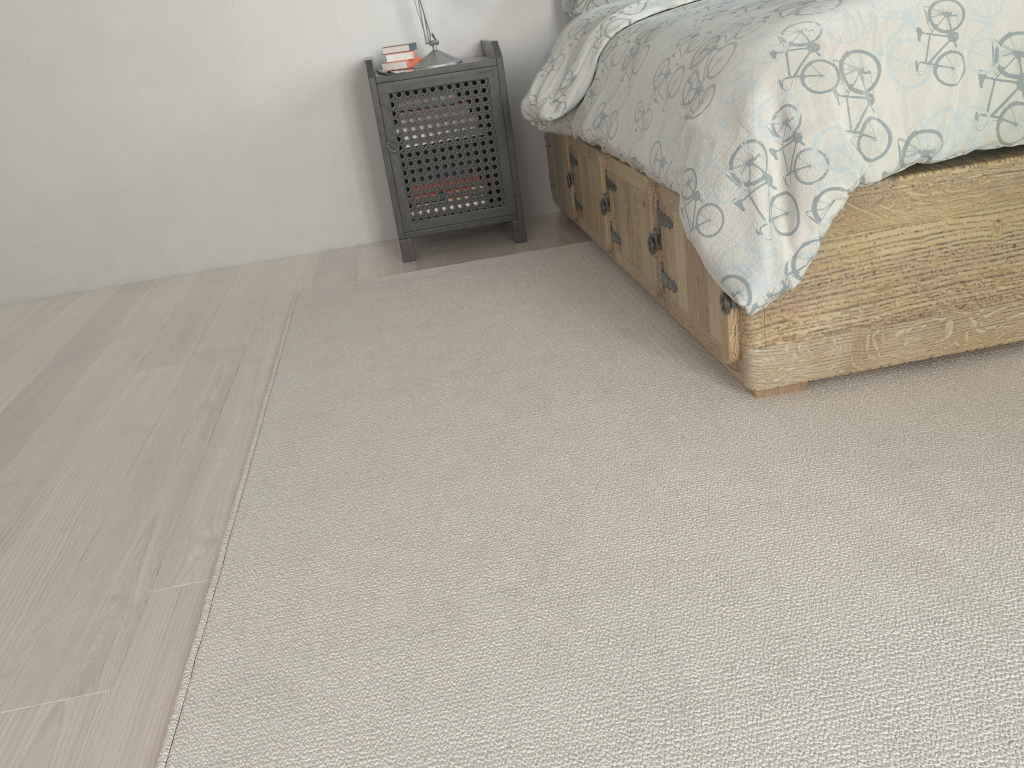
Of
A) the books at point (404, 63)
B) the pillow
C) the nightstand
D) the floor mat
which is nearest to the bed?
the floor mat

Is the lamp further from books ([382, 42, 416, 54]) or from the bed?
the bed

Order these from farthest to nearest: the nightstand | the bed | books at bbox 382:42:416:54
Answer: books at bbox 382:42:416:54, the nightstand, the bed

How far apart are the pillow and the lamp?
0.4m

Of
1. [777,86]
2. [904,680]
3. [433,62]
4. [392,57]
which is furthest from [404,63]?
[904,680]

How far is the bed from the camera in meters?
1.4 m

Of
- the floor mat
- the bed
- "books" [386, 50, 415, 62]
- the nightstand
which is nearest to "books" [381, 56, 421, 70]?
"books" [386, 50, 415, 62]

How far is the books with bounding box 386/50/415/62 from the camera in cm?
293

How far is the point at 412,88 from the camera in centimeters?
277cm

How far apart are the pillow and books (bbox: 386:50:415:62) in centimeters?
53cm
